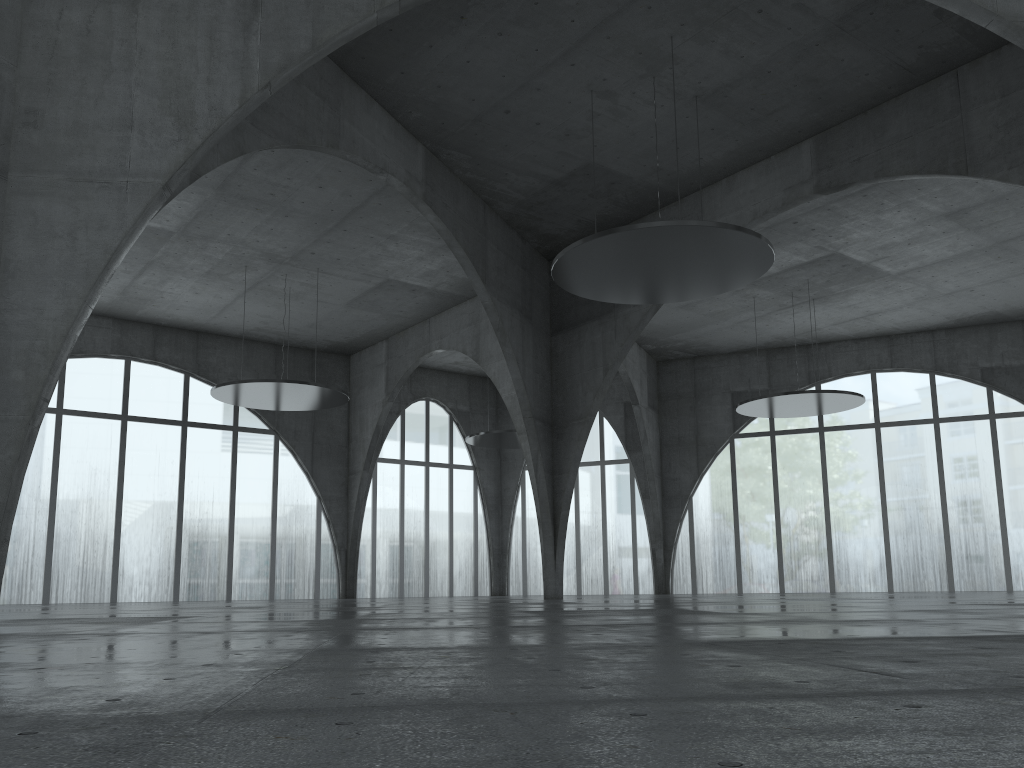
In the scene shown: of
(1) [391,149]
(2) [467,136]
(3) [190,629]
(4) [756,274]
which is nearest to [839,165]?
(4) [756,274]

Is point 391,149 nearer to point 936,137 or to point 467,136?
point 467,136

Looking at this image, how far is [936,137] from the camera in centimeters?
4344cm
